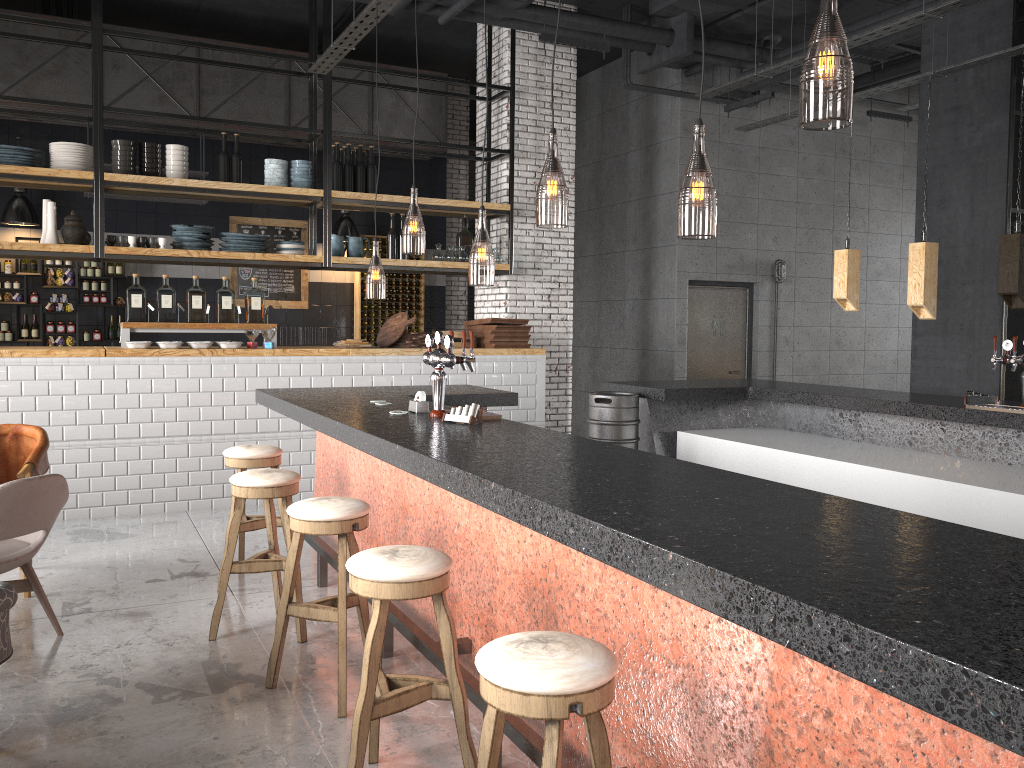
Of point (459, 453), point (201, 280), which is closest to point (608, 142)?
point (201, 280)

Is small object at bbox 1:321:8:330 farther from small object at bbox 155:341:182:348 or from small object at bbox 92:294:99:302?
small object at bbox 155:341:182:348

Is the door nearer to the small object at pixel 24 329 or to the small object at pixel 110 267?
the small object at pixel 110 267

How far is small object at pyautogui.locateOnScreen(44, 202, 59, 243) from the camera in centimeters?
726cm

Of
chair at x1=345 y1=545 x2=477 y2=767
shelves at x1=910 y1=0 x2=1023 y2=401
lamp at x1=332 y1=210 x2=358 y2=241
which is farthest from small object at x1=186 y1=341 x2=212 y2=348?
shelves at x1=910 y1=0 x2=1023 y2=401

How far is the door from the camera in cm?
1072

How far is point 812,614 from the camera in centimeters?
144cm

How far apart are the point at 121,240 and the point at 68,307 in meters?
3.3

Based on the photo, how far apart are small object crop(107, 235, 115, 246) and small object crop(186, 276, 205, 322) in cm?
72

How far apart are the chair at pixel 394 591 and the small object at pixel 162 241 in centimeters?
557cm
